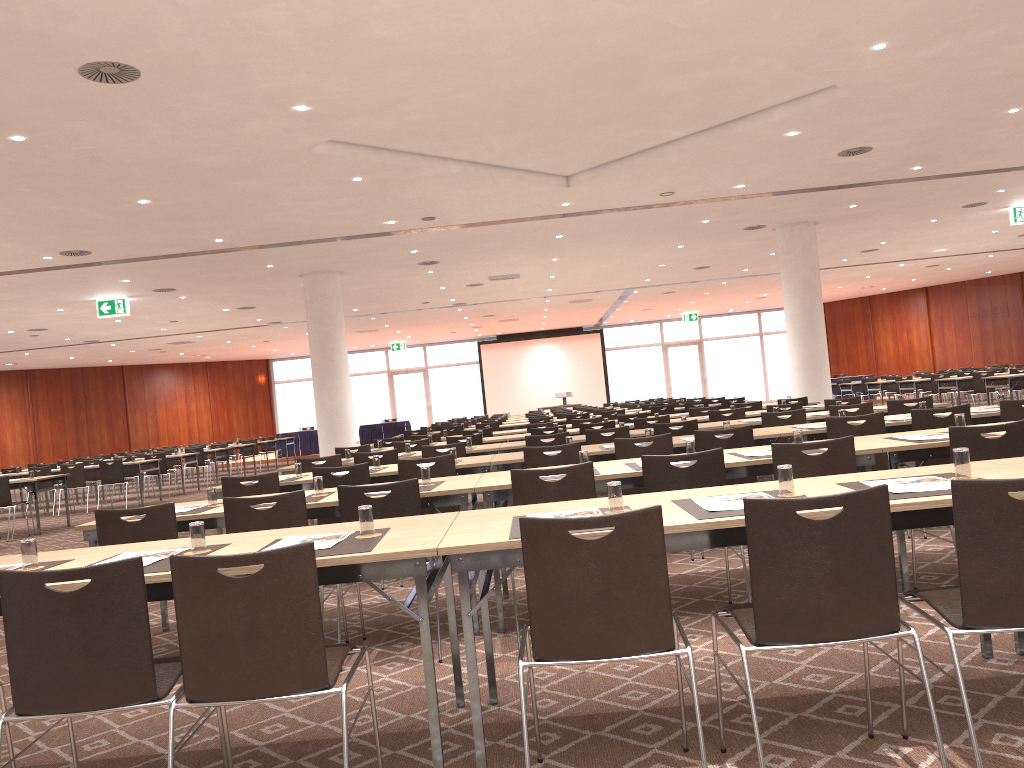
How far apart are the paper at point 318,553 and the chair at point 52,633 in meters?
0.6 m

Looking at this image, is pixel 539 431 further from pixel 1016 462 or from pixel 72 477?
pixel 72 477

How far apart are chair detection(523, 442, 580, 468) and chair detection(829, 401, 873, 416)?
3.3m

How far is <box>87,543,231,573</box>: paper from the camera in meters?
3.1 m

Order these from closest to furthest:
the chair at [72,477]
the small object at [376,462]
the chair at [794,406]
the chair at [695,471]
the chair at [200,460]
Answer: the chair at [695,471]
the small object at [376,462]
the chair at [794,406]
the chair at [72,477]
the chair at [200,460]

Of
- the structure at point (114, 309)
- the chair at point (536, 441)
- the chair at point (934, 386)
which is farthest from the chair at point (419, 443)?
the chair at point (934, 386)

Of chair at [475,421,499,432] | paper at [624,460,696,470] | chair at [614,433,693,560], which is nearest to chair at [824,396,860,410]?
chair at [614,433,693,560]

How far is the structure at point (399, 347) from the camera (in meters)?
34.91

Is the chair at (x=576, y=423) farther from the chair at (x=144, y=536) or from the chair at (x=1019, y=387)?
the chair at (x=1019, y=387)

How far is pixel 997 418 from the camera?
6.9 meters
